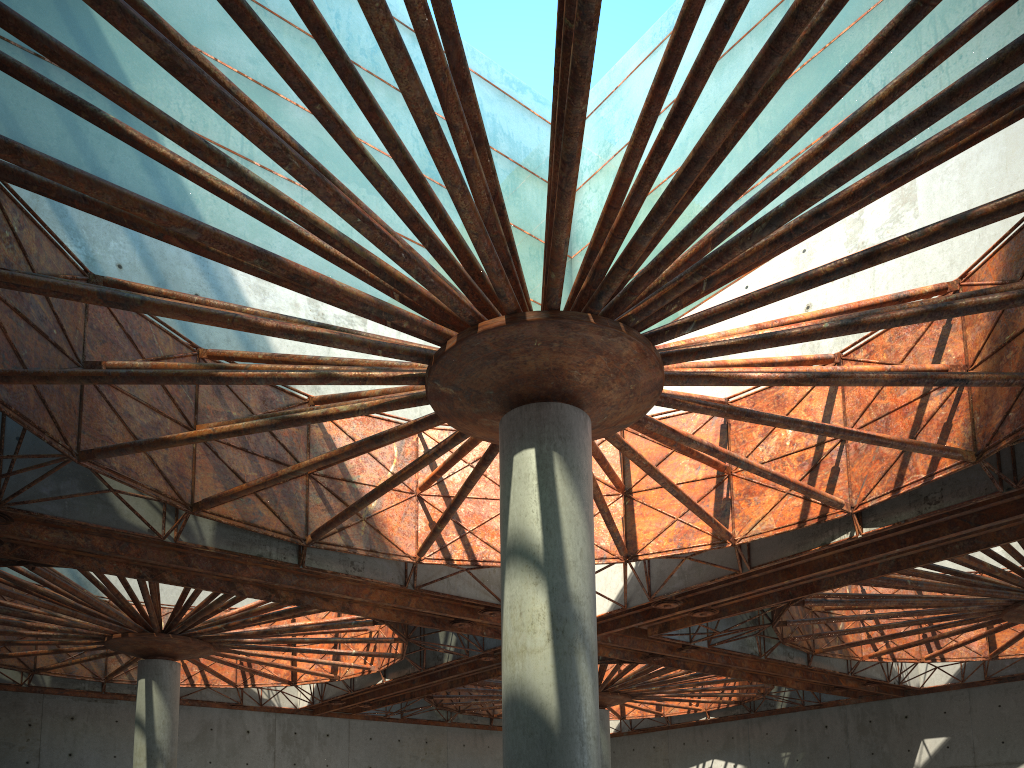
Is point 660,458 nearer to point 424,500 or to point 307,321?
point 424,500

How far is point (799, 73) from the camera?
33.66m

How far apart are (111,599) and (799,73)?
37.00m
